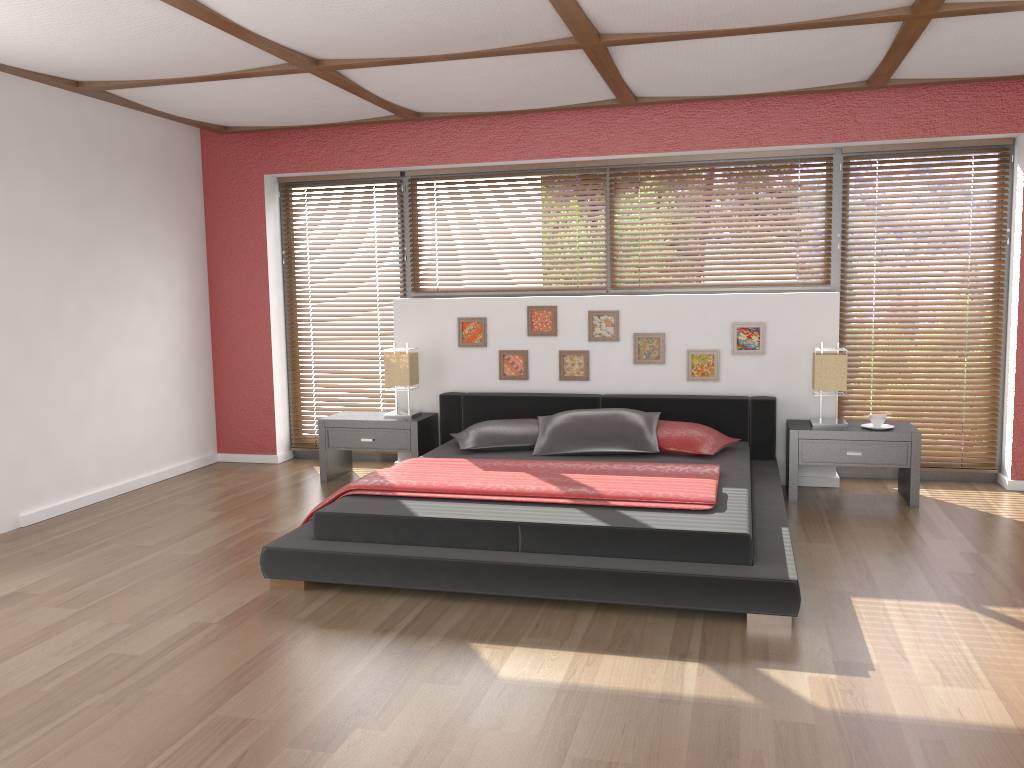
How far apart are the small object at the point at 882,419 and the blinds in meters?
0.6

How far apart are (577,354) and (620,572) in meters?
2.6

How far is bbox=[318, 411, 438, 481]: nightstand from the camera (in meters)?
5.71

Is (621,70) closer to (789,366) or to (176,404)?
(789,366)

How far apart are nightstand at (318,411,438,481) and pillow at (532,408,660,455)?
0.85m

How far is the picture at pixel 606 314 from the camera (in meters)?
5.73

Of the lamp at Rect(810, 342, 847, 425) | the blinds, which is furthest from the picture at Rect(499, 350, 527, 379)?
the lamp at Rect(810, 342, 847, 425)

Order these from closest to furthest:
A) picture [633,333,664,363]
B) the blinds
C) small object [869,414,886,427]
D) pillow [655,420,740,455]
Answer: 1. pillow [655,420,740,455]
2. small object [869,414,886,427]
3. the blinds
4. picture [633,333,664,363]

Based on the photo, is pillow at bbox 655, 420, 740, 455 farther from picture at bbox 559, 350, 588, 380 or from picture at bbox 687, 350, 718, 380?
picture at bbox 559, 350, 588, 380

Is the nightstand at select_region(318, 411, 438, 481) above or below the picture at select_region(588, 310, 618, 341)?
below
